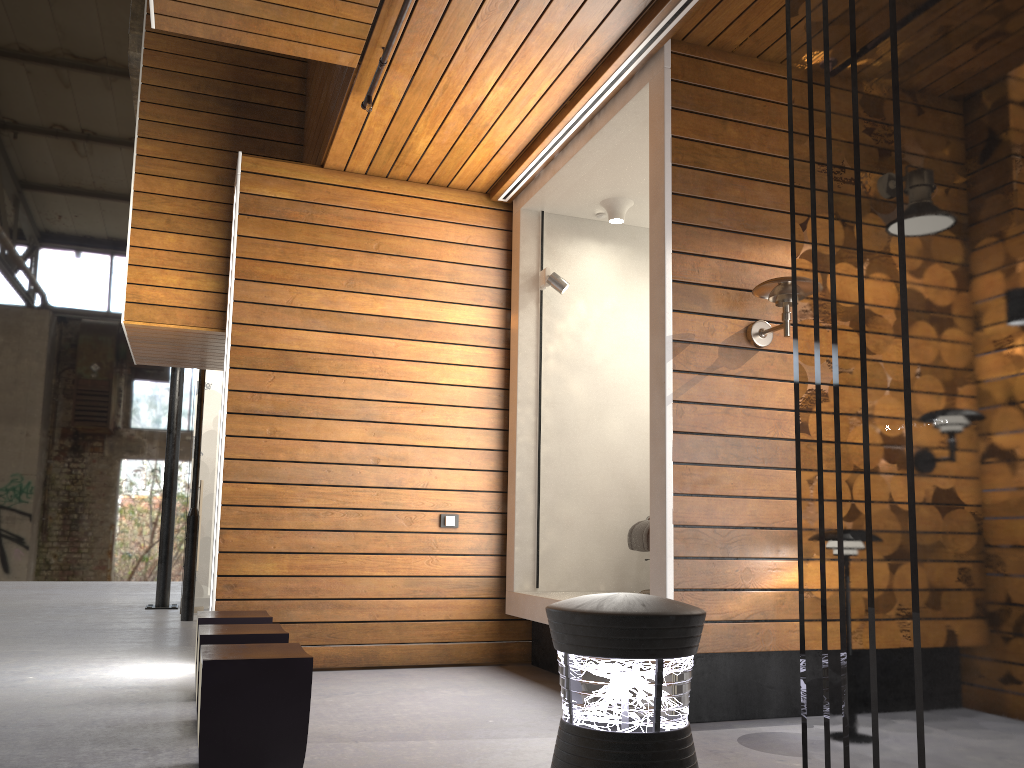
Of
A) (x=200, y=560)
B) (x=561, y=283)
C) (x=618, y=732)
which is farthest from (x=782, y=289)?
(x=200, y=560)

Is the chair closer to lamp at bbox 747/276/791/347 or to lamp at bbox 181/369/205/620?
lamp at bbox 747/276/791/347

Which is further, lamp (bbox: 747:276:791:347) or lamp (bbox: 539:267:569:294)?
lamp (bbox: 539:267:569:294)

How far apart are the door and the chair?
5.06m

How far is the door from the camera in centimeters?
875cm

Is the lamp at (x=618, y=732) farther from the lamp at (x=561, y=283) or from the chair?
the lamp at (x=561, y=283)

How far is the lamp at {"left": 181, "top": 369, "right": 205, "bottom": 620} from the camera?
7.99m

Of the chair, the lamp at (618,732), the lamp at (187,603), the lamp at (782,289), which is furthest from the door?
the lamp at (618,732)

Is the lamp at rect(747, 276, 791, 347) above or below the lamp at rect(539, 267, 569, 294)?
below

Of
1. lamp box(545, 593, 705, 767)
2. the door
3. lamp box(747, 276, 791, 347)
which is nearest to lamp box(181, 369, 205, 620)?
the door
